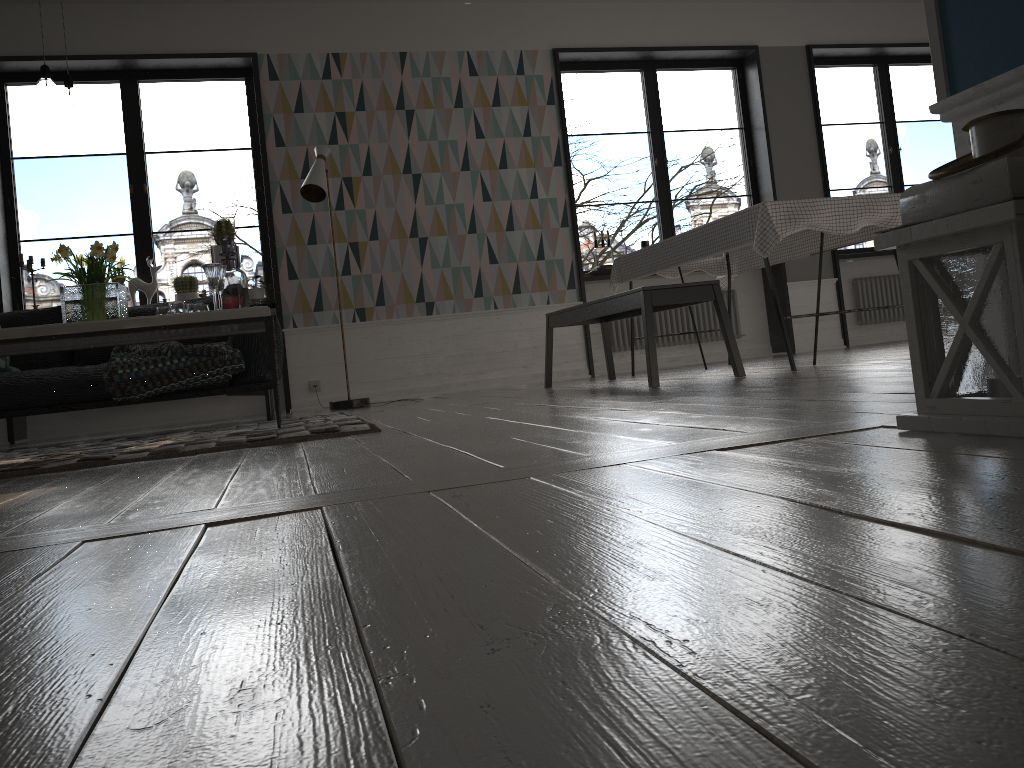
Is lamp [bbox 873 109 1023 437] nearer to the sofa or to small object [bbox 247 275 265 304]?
the sofa

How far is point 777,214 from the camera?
4.01m

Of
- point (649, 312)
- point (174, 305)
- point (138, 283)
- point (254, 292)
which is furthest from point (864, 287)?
point (174, 305)

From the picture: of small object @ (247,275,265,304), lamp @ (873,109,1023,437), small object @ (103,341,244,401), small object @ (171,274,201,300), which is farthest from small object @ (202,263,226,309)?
lamp @ (873,109,1023,437)

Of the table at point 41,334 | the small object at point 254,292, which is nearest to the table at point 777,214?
the table at point 41,334

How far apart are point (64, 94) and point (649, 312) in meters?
2.6

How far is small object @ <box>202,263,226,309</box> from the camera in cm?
373

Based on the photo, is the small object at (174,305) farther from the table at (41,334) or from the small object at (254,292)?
the small object at (254,292)

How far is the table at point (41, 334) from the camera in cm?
329

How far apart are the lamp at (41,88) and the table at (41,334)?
1.0m
